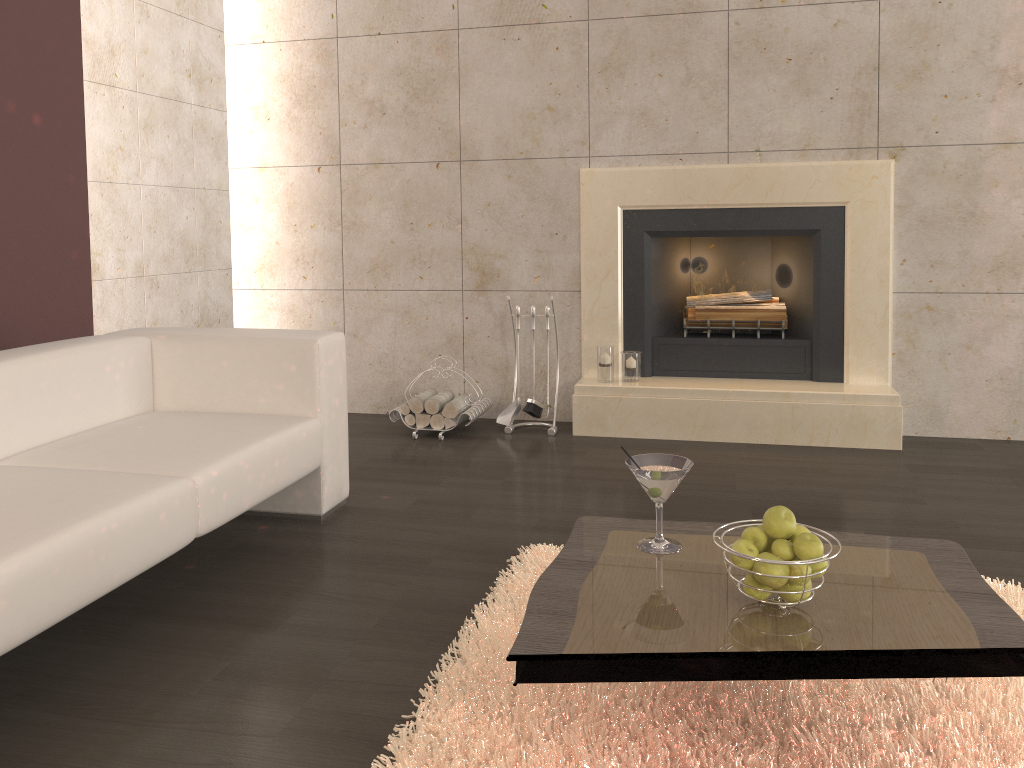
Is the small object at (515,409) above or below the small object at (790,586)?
below

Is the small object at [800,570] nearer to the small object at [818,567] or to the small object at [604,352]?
the small object at [818,567]

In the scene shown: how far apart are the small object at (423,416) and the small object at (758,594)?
2.87m

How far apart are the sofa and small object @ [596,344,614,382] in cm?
156

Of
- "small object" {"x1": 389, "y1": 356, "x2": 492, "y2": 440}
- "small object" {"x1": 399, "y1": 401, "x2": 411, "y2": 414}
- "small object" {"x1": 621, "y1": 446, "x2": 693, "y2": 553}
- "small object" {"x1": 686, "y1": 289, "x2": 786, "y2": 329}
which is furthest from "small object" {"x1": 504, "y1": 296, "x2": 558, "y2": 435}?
"small object" {"x1": 621, "y1": 446, "x2": 693, "y2": 553}

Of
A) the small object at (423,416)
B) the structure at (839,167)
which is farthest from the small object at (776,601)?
the small object at (423,416)

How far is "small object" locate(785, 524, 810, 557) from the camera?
1.7 meters

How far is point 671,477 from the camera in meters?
1.9 m

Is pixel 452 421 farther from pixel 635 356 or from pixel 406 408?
pixel 635 356

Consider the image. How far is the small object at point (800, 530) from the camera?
1.7 meters
